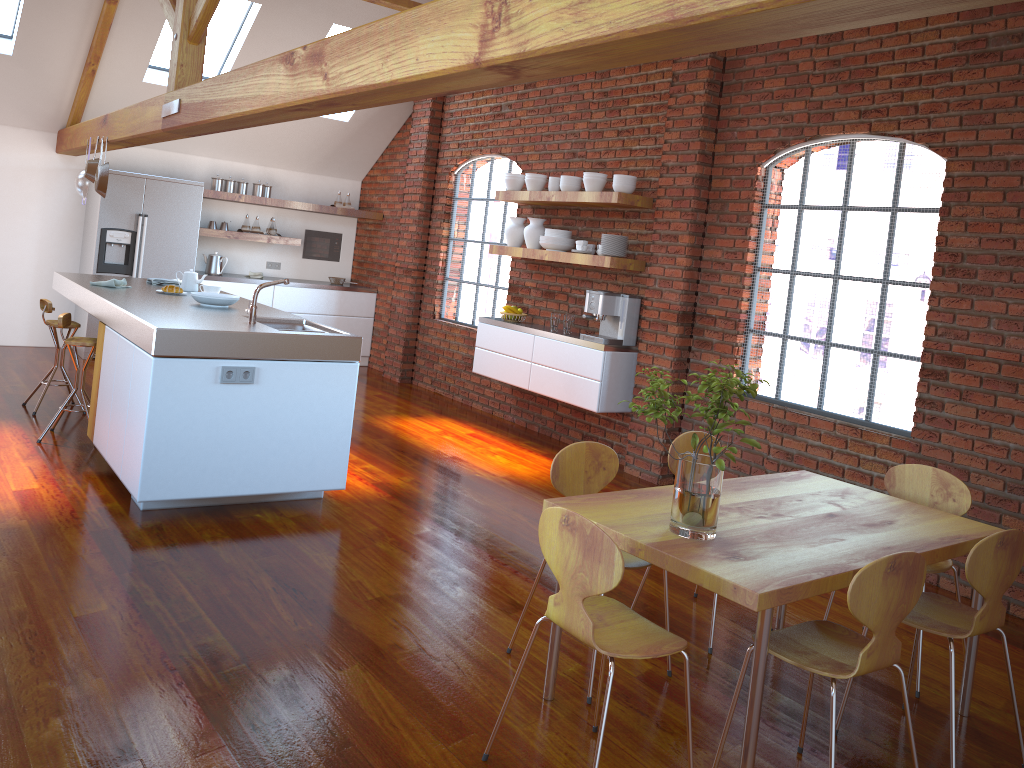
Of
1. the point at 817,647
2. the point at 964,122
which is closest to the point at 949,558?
the point at 817,647

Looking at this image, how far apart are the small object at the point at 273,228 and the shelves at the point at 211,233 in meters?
0.2 m

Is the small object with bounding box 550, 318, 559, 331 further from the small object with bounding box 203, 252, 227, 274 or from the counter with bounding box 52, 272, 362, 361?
the small object with bounding box 203, 252, 227, 274

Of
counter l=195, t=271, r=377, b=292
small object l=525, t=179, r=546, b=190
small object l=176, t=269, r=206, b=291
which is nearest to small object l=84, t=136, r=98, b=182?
small object l=176, t=269, r=206, b=291

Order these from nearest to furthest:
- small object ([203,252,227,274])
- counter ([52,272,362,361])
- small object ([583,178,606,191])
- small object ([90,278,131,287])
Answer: counter ([52,272,362,361]), small object ([90,278,131,287]), small object ([583,178,606,191]), small object ([203,252,227,274])

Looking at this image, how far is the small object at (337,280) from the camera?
9.7m

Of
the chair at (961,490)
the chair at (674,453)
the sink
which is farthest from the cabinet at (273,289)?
the chair at (961,490)

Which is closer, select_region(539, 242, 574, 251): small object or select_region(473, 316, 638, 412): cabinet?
select_region(473, 316, 638, 412): cabinet

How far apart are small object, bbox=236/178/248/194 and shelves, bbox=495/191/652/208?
3.2m

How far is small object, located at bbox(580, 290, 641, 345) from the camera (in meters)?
6.20
